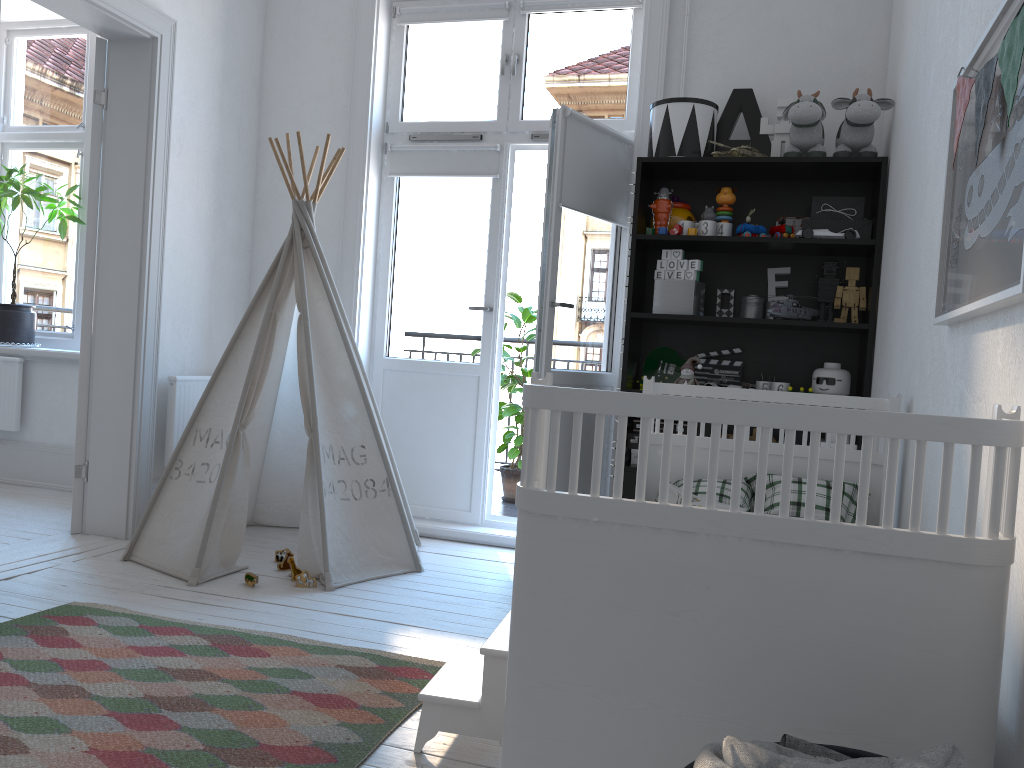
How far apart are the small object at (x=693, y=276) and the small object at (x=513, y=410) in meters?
1.7

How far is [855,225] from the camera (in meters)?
3.38

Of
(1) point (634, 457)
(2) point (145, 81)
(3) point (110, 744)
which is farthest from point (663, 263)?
(3) point (110, 744)

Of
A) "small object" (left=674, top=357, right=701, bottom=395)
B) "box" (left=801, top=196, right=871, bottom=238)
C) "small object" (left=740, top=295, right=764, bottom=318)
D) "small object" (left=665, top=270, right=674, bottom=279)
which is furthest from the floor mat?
"box" (left=801, top=196, right=871, bottom=238)

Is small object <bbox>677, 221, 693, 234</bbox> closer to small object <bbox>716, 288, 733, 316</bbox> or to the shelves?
the shelves

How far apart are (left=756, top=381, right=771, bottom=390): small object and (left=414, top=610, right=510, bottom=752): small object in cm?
178

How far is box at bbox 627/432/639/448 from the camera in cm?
358

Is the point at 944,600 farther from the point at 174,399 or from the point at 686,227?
the point at 174,399

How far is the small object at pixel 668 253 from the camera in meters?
3.5 m

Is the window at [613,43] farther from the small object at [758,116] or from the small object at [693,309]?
the small object at [693,309]
